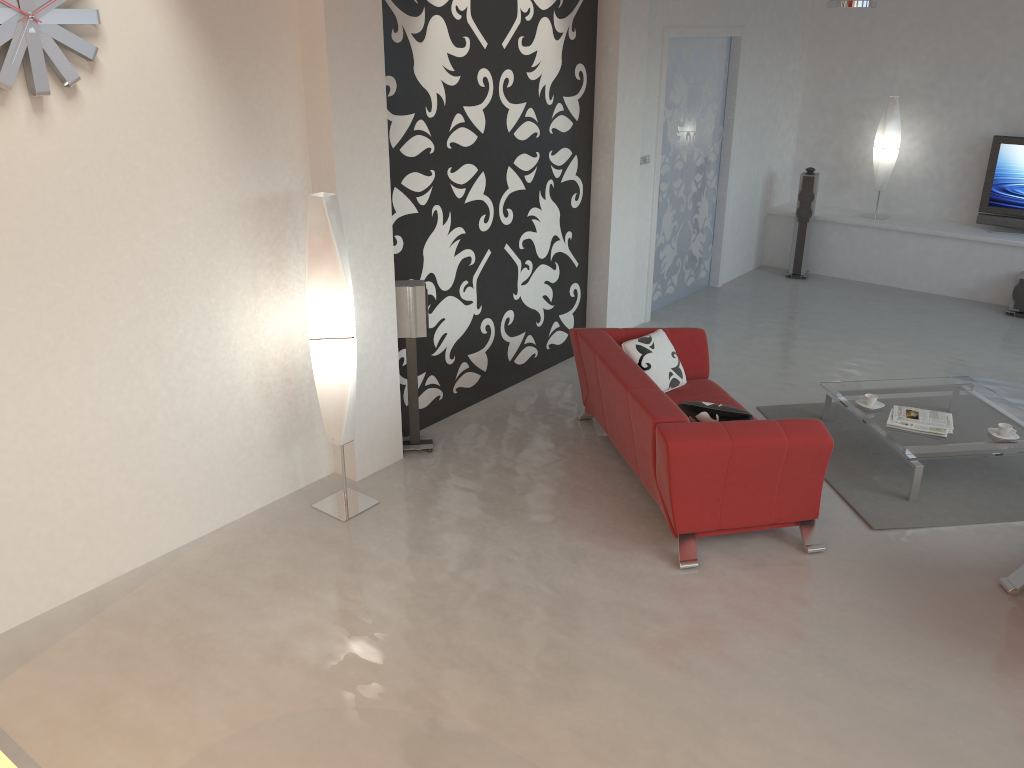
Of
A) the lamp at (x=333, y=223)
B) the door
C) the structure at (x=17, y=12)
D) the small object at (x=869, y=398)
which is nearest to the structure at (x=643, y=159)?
the door

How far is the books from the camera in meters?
5.4

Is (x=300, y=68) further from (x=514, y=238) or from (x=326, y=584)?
(x=326, y=584)

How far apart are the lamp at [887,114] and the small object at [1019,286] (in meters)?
1.73

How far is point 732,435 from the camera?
4.4m

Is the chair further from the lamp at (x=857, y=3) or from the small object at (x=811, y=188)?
the small object at (x=811, y=188)

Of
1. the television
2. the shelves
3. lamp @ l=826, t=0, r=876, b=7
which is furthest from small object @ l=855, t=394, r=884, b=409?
the television

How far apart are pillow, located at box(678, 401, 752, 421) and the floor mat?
1.0m

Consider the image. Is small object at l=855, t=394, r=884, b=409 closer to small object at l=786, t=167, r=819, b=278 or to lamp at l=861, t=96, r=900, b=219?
small object at l=786, t=167, r=819, b=278

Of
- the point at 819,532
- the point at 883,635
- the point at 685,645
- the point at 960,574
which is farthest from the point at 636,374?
the point at 960,574
